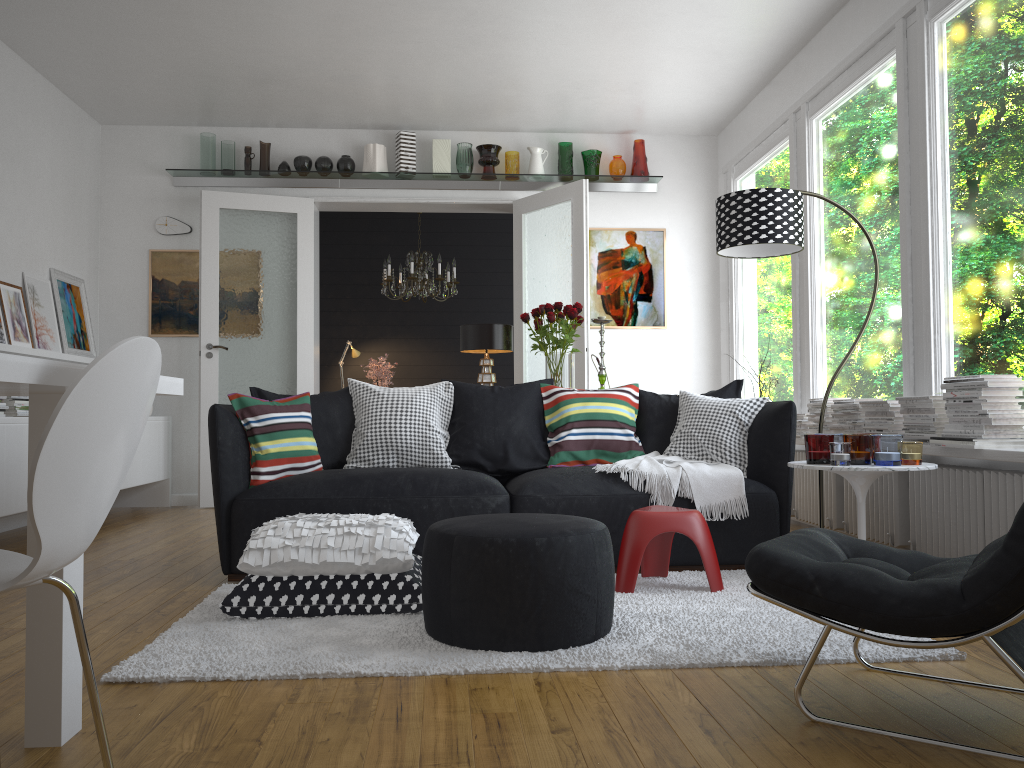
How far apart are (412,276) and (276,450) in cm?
428

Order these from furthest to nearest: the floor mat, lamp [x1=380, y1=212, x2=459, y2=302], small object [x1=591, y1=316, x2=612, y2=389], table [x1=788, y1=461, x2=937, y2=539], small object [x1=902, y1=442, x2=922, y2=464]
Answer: lamp [x1=380, y1=212, x2=459, y2=302], small object [x1=591, y1=316, x2=612, y2=389], small object [x1=902, y1=442, x2=922, y2=464], table [x1=788, y1=461, x2=937, y2=539], the floor mat

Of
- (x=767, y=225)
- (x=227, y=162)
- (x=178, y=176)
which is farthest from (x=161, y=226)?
(x=767, y=225)

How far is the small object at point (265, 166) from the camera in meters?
7.1

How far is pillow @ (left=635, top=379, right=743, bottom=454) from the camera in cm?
444

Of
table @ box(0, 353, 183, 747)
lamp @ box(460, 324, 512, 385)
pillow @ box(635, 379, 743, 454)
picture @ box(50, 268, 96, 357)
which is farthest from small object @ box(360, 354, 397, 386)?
table @ box(0, 353, 183, 747)

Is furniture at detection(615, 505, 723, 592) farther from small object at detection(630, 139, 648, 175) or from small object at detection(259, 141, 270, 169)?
small object at detection(259, 141, 270, 169)

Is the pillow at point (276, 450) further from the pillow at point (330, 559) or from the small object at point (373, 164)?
the small object at point (373, 164)

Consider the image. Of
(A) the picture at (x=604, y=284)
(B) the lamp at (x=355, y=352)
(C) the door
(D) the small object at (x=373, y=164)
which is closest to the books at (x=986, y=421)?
(C) the door

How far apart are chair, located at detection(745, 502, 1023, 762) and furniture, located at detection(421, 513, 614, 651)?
0.6m
